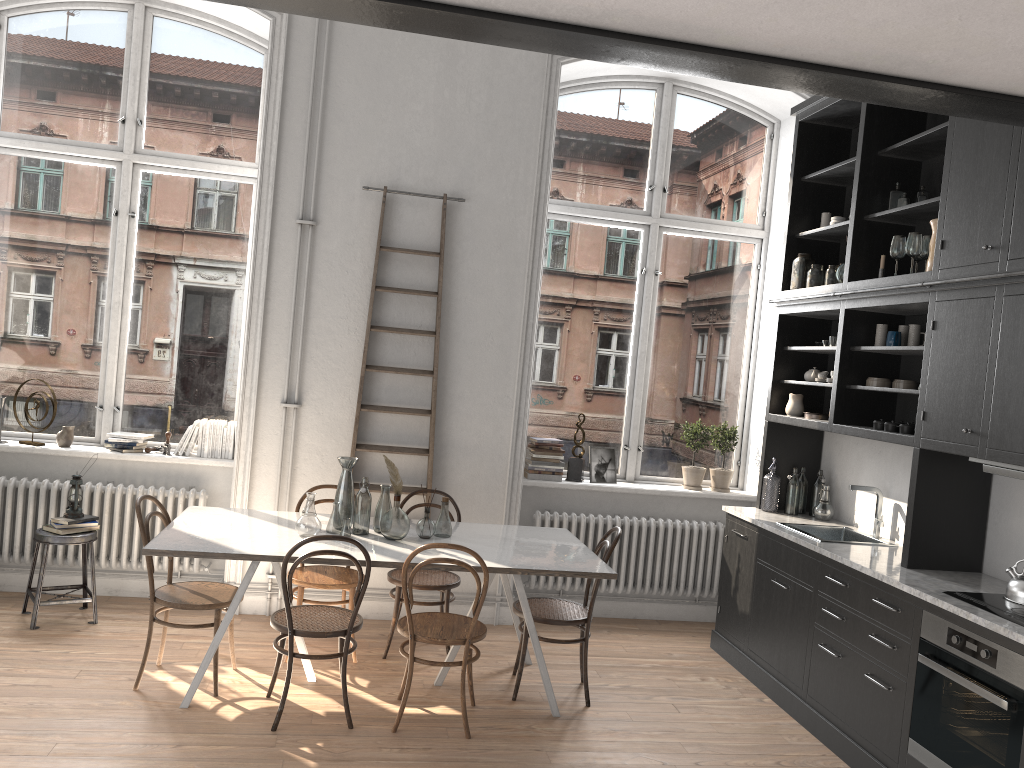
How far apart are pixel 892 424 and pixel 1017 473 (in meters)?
0.96

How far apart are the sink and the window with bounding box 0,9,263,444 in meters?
3.7 m

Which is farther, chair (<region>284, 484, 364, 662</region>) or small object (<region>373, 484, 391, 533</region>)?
chair (<region>284, 484, 364, 662</region>)

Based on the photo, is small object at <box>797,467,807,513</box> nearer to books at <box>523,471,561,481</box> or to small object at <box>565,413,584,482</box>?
small object at <box>565,413,584,482</box>

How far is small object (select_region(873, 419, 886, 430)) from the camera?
4.68m

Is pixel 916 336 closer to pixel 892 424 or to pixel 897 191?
pixel 892 424

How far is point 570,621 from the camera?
4.60m

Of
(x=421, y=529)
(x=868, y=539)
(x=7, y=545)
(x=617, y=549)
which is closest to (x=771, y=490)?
(x=868, y=539)

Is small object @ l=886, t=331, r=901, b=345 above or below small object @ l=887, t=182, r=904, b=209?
below

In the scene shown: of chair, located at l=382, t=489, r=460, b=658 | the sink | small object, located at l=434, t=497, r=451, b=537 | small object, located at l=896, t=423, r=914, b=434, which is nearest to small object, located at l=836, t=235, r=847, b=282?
small object, located at l=896, t=423, r=914, b=434
